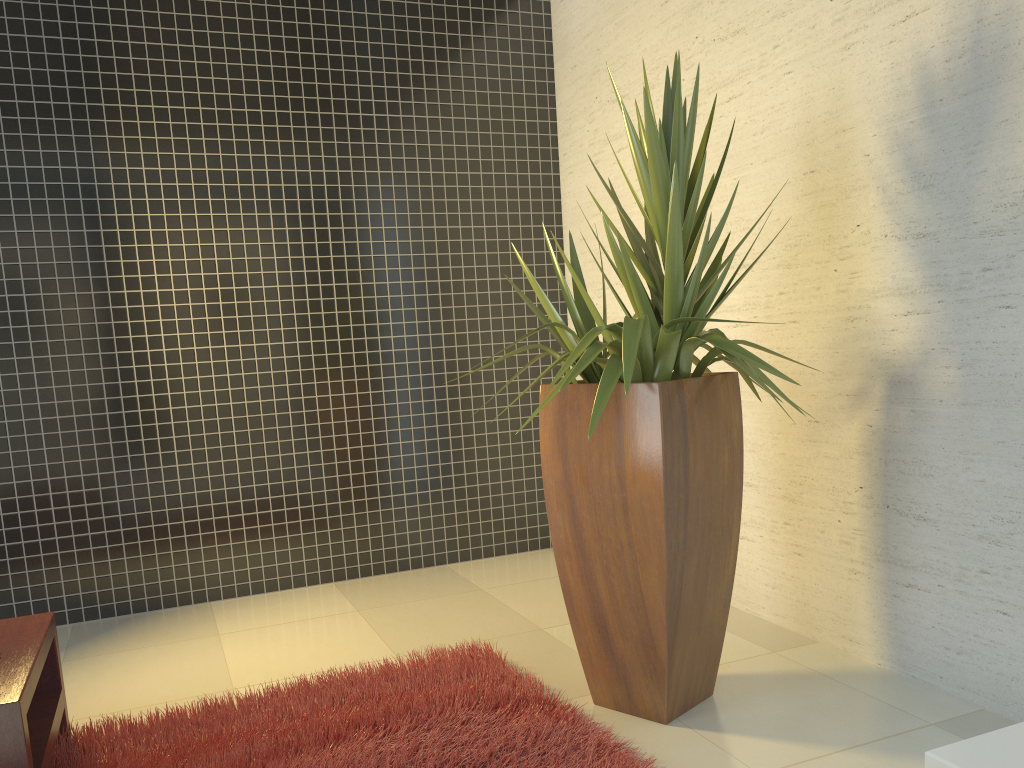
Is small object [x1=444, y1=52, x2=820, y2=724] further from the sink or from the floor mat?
A: the sink

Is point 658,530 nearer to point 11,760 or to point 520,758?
point 520,758

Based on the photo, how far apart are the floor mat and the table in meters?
0.1

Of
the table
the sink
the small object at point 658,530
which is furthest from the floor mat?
the sink

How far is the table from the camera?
2.1 meters

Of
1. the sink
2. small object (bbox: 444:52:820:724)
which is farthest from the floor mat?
the sink

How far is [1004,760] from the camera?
0.52m

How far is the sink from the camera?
0.52m

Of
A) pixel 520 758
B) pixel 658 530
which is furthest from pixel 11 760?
pixel 658 530

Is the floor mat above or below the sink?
below
